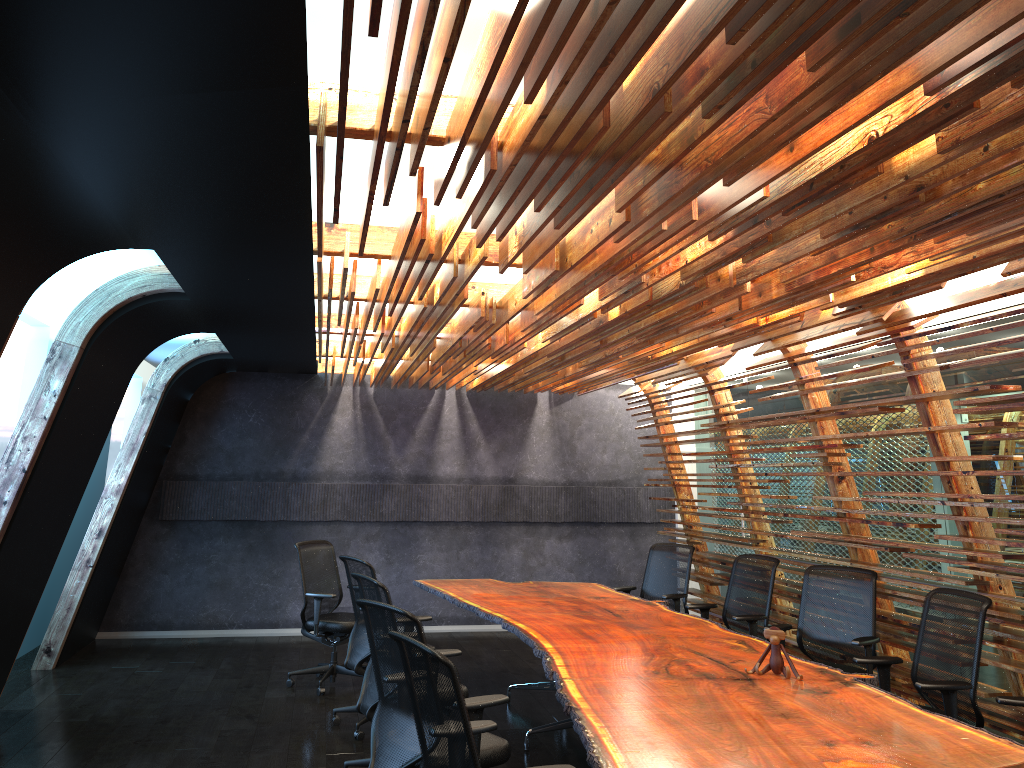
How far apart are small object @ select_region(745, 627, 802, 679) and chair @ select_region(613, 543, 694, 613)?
3.3m

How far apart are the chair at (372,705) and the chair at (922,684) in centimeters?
249cm

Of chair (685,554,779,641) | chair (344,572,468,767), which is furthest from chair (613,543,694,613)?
chair (344,572,468,767)

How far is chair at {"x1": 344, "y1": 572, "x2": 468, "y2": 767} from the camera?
5.5 meters

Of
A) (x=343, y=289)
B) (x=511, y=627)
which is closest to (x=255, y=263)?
(x=343, y=289)

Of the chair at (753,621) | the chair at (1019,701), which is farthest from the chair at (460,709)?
the chair at (753,621)

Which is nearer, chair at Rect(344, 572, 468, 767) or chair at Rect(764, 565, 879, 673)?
chair at Rect(344, 572, 468, 767)

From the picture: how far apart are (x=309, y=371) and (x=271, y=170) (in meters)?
7.46

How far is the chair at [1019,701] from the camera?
4.4 meters

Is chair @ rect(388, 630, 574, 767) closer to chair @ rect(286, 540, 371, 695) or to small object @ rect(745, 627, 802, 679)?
small object @ rect(745, 627, 802, 679)
